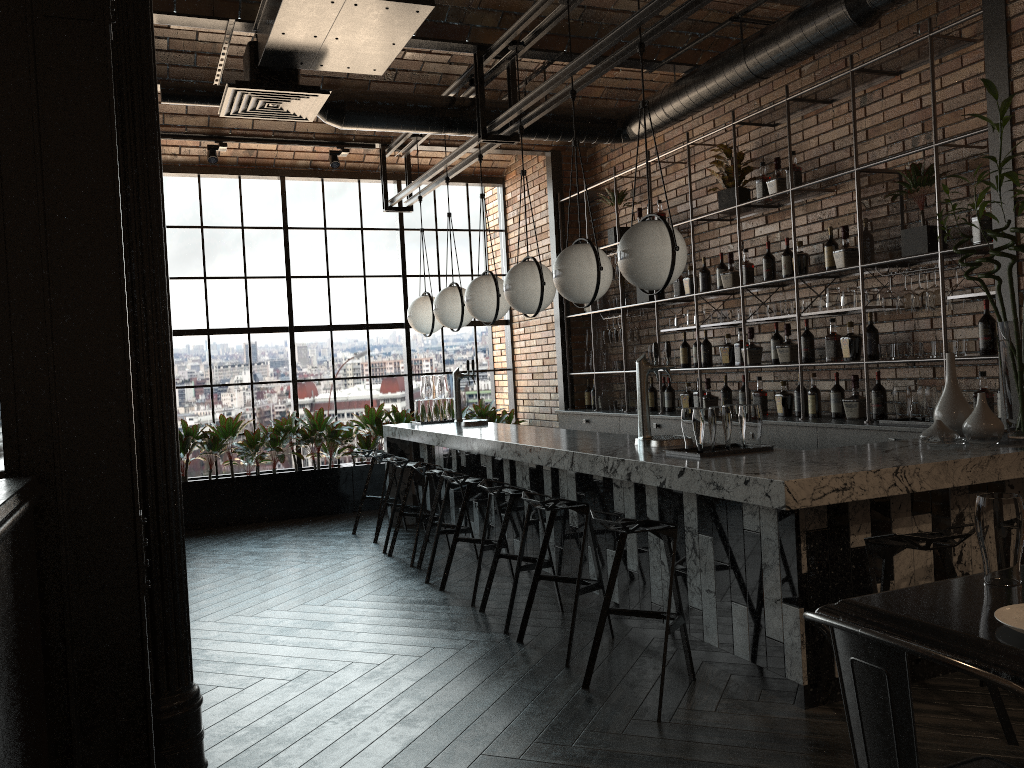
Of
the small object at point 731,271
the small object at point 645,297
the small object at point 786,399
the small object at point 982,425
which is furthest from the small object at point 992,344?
the small object at point 645,297

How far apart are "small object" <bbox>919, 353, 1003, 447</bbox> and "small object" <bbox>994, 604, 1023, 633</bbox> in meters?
2.0

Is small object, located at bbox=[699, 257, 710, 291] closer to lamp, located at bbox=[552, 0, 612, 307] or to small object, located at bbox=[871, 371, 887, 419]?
small object, located at bbox=[871, 371, 887, 419]

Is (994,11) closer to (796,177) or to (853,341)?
(796,177)

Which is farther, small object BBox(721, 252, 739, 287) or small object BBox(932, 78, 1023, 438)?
small object BBox(721, 252, 739, 287)

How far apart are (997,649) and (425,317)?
6.19m

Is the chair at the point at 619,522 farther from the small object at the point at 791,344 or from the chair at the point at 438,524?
the small object at the point at 791,344

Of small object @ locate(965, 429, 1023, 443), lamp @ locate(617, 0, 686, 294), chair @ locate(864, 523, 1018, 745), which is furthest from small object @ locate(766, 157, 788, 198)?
chair @ locate(864, 523, 1018, 745)

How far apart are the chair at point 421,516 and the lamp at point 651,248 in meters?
2.6

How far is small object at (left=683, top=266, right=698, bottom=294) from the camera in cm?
706
